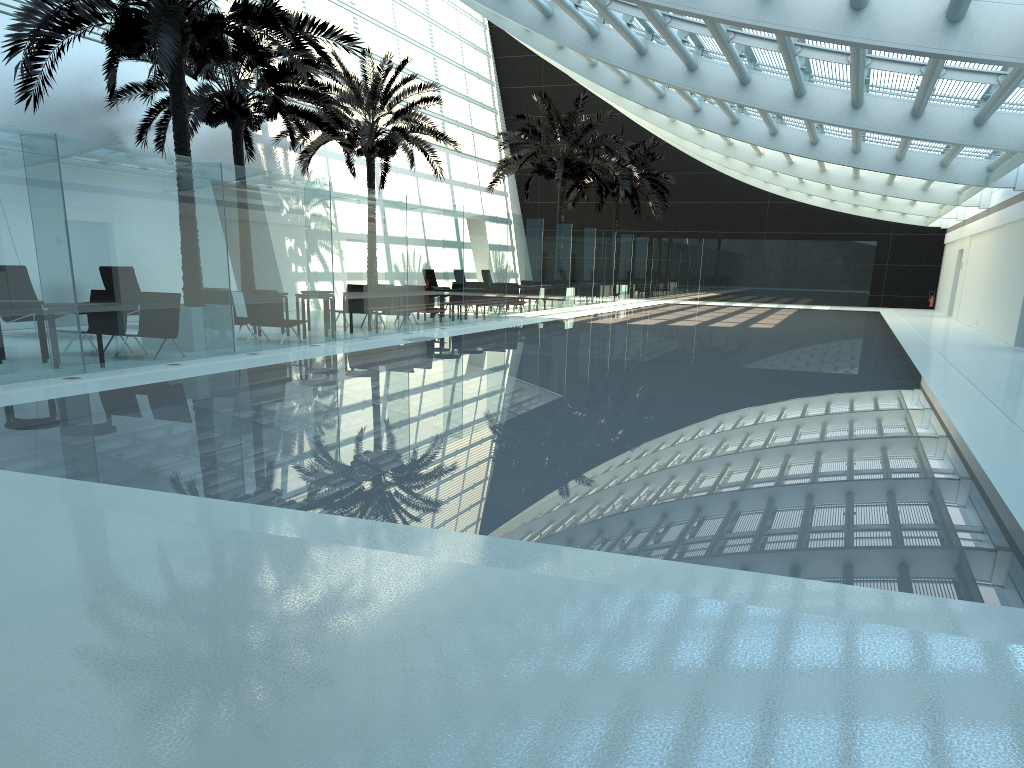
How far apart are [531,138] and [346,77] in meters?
7.9

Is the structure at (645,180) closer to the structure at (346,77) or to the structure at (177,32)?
the structure at (346,77)

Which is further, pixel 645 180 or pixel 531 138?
pixel 645 180

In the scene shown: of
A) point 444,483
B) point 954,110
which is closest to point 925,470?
point 444,483

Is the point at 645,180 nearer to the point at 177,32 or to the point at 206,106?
the point at 206,106

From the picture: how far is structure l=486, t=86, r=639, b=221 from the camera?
29.6 meters

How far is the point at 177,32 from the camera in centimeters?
1202cm

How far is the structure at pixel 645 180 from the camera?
36.9 meters

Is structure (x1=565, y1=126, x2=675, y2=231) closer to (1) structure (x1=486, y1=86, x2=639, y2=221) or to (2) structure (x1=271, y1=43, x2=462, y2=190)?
(1) structure (x1=486, y1=86, x2=639, y2=221)

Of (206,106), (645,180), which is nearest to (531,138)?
(645,180)
